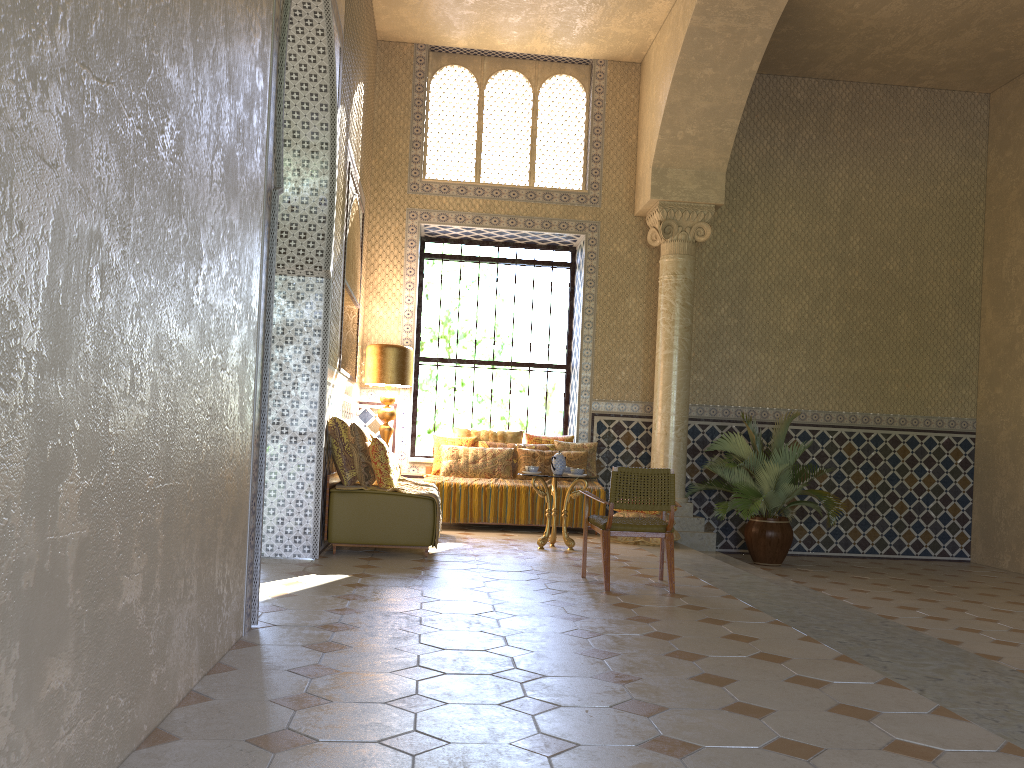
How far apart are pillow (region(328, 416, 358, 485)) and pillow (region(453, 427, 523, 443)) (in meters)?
4.32

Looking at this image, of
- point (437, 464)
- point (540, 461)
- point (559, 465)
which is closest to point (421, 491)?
point (559, 465)

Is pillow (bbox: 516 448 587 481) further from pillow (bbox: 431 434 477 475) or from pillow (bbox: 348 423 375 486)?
pillow (bbox: 348 423 375 486)

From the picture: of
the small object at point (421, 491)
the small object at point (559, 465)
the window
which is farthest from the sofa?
the window

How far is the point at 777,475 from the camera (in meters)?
13.27

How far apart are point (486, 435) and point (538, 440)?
0.88m

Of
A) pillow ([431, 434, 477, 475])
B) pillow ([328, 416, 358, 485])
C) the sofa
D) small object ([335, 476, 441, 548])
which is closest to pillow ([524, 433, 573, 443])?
pillow ([431, 434, 477, 475])

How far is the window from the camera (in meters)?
15.94

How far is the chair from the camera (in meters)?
8.55

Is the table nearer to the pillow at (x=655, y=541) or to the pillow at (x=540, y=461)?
the pillow at (x=655, y=541)
